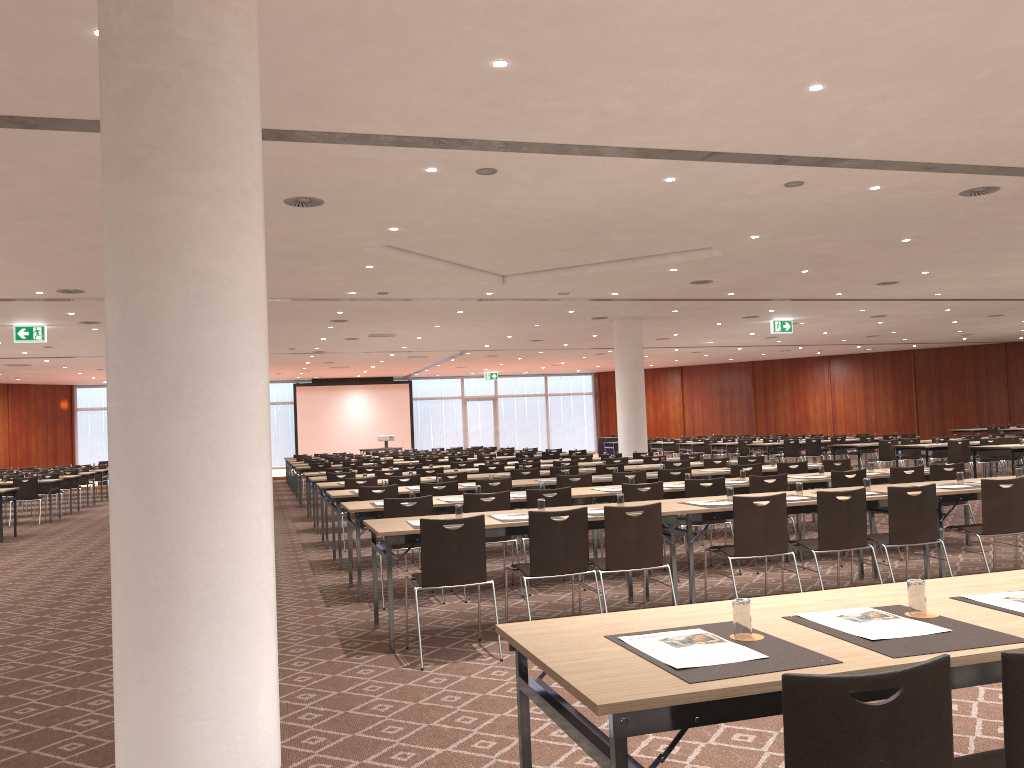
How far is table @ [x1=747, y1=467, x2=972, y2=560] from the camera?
9.2m

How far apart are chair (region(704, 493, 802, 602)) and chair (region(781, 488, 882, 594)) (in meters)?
0.23

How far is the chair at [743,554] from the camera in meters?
6.5

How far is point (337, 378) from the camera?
38.9 meters

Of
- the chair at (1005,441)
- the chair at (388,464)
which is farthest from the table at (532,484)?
the chair at (1005,441)

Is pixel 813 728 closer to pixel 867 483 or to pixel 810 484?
pixel 867 483

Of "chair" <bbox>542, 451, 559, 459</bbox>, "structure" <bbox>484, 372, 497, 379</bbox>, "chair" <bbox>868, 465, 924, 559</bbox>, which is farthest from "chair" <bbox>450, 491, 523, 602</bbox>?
"structure" <bbox>484, 372, 497, 379</bbox>

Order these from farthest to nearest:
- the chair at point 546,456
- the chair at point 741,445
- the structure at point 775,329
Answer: the chair at point 741,445, the structure at point 775,329, the chair at point 546,456

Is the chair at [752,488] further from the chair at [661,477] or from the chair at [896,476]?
the chair at [661,477]

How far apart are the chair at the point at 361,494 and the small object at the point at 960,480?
5.57m
